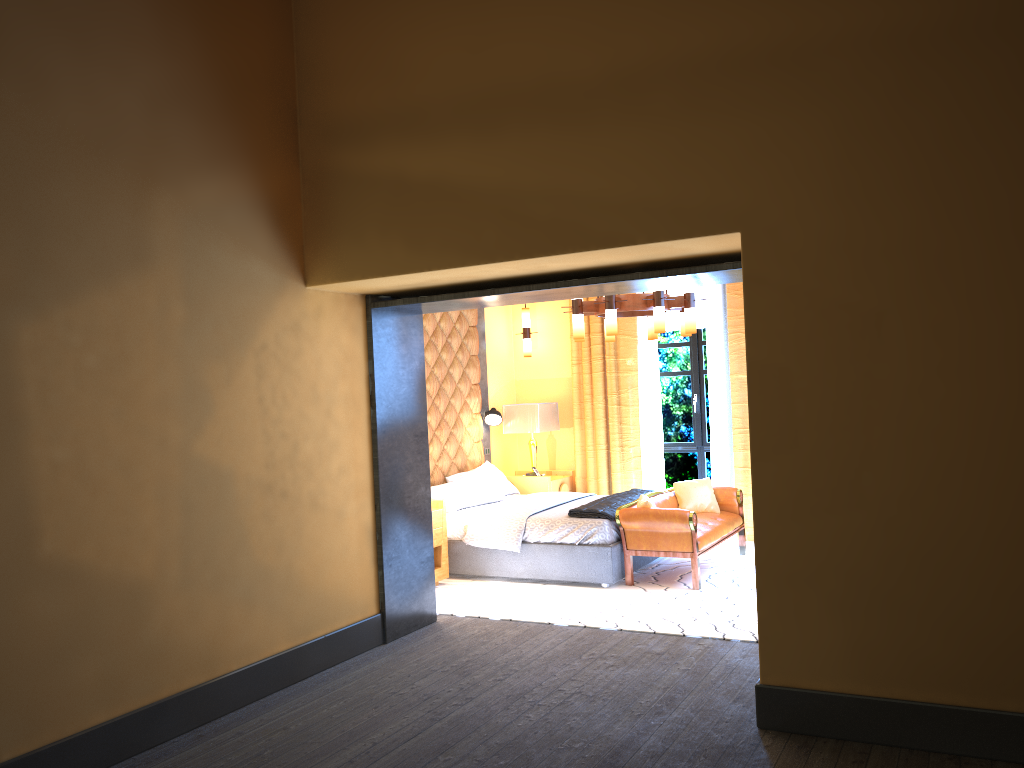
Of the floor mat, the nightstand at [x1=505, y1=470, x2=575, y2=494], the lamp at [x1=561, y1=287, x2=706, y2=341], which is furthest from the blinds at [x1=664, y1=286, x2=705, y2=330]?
the floor mat

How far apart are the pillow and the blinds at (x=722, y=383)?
0.77m

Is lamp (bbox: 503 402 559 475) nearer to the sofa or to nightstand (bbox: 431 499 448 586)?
the sofa

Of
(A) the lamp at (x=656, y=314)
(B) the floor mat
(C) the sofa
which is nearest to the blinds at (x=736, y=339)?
(B) the floor mat

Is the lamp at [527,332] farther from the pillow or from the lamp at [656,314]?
the pillow

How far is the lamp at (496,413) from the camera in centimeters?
900cm

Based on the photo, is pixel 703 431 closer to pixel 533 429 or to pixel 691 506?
pixel 691 506

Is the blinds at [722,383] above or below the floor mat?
above

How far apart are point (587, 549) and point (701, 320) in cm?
330

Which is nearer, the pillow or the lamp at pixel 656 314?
the lamp at pixel 656 314
